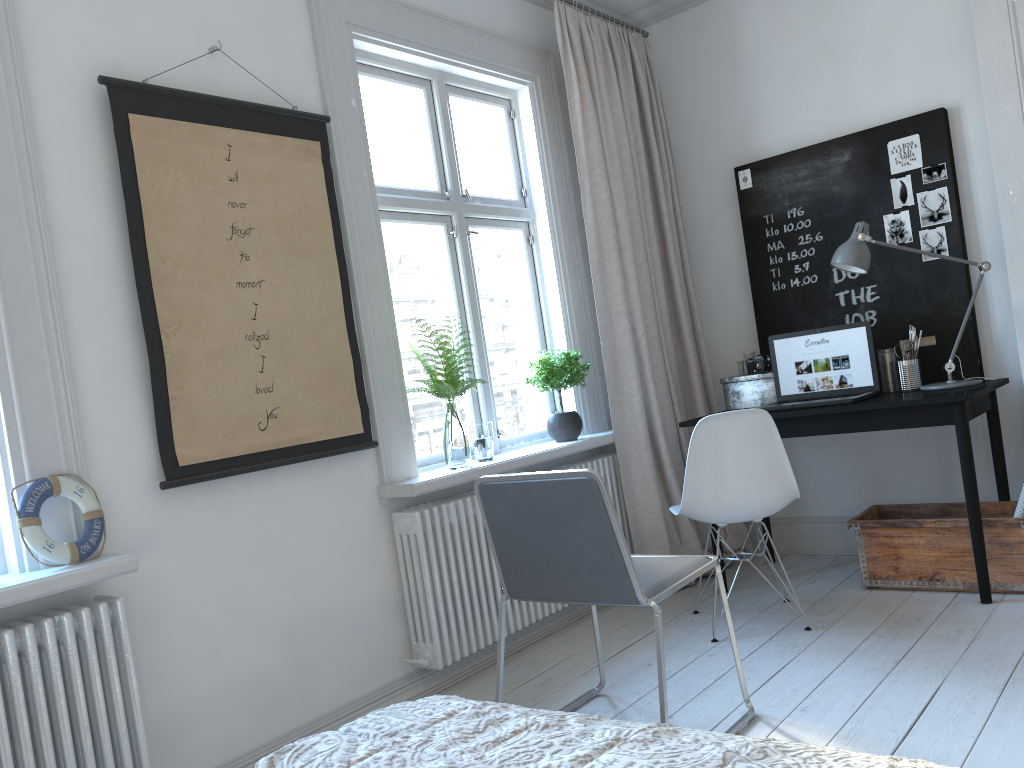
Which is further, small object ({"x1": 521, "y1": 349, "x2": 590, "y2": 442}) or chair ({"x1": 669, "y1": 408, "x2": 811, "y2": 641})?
small object ({"x1": 521, "y1": 349, "x2": 590, "y2": 442})

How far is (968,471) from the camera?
3.16m

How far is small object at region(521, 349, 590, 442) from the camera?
3.7 meters

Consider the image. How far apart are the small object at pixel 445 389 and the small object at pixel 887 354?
1.8 meters

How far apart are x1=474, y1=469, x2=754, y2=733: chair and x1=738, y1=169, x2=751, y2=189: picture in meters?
2.3

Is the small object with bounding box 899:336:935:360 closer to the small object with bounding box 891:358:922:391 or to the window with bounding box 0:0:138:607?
the small object with bounding box 891:358:922:391

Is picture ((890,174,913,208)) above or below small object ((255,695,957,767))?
above

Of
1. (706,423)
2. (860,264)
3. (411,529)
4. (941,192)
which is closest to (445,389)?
(411,529)

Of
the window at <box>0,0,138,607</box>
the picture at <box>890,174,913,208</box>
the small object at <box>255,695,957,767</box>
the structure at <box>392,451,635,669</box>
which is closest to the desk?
the structure at <box>392,451,635,669</box>

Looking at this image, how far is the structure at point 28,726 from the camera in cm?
199
